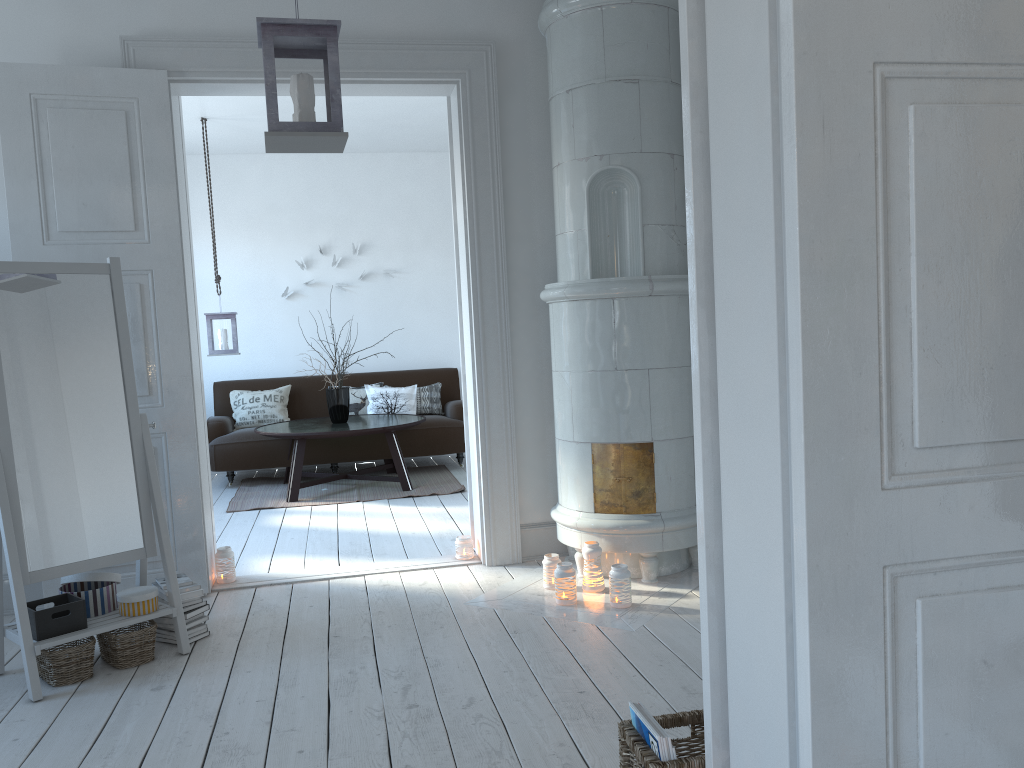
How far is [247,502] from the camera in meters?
6.3

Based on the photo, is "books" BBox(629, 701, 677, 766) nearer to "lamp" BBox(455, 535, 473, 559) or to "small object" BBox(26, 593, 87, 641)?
"small object" BBox(26, 593, 87, 641)

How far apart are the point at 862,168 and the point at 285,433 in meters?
5.5

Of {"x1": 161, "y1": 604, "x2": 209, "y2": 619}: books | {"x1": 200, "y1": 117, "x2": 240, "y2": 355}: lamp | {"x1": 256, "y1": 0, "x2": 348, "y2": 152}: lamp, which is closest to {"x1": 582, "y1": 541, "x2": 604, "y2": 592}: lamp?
{"x1": 161, "y1": 604, "x2": 209, "y2": 619}: books

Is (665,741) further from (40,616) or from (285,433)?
(285,433)

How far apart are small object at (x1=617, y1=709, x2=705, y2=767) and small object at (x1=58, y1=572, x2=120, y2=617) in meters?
2.2

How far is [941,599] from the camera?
1.3 meters

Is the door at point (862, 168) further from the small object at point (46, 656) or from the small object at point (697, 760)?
the small object at point (46, 656)

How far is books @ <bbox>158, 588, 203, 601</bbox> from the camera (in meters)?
3.38

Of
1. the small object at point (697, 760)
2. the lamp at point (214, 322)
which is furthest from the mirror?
the lamp at point (214, 322)
